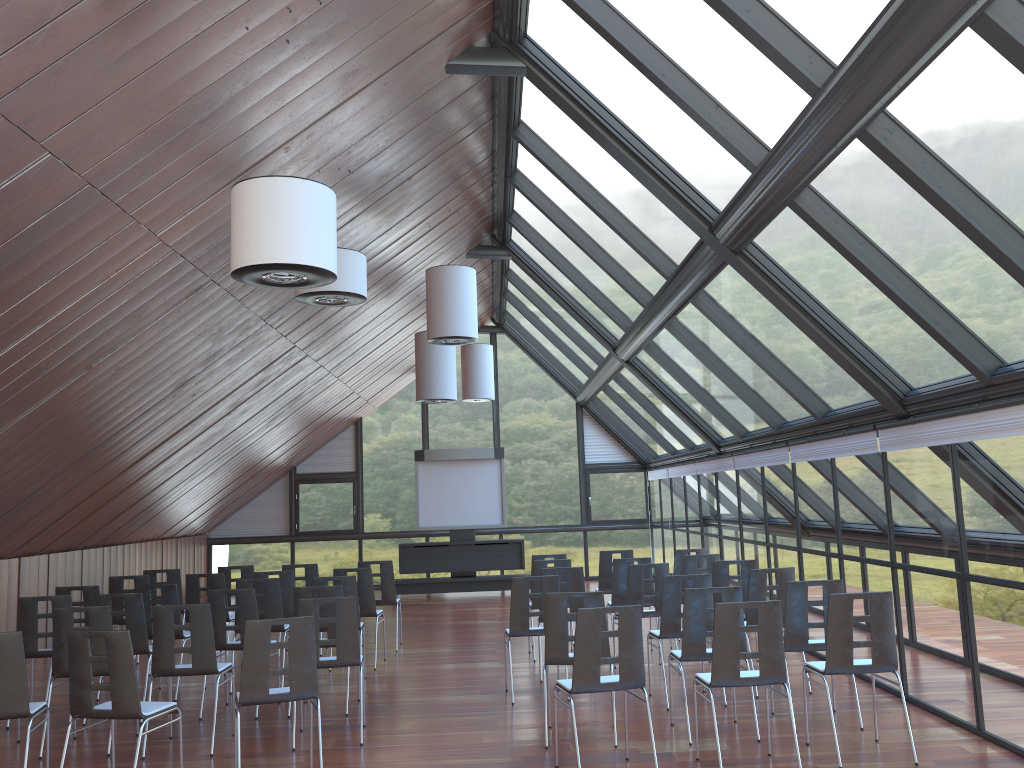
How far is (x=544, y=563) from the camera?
10.9m

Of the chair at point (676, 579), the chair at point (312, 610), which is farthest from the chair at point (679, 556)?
the chair at point (312, 610)

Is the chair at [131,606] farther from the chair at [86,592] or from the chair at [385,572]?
the chair at [385,572]

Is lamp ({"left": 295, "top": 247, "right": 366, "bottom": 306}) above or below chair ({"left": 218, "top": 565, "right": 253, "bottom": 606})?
above

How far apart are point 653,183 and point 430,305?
4.3 meters

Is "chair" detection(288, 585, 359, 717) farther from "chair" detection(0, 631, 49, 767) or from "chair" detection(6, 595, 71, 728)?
"chair" detection(0, 631, 49, 767)

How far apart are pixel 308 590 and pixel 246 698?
2.4m

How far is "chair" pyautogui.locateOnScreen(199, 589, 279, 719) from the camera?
8.5 meters

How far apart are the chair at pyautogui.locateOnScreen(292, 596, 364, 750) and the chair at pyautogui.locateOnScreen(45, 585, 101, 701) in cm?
349

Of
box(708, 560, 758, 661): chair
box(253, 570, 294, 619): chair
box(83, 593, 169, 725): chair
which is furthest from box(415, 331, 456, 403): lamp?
box(83, 593, 169, 725): chair
